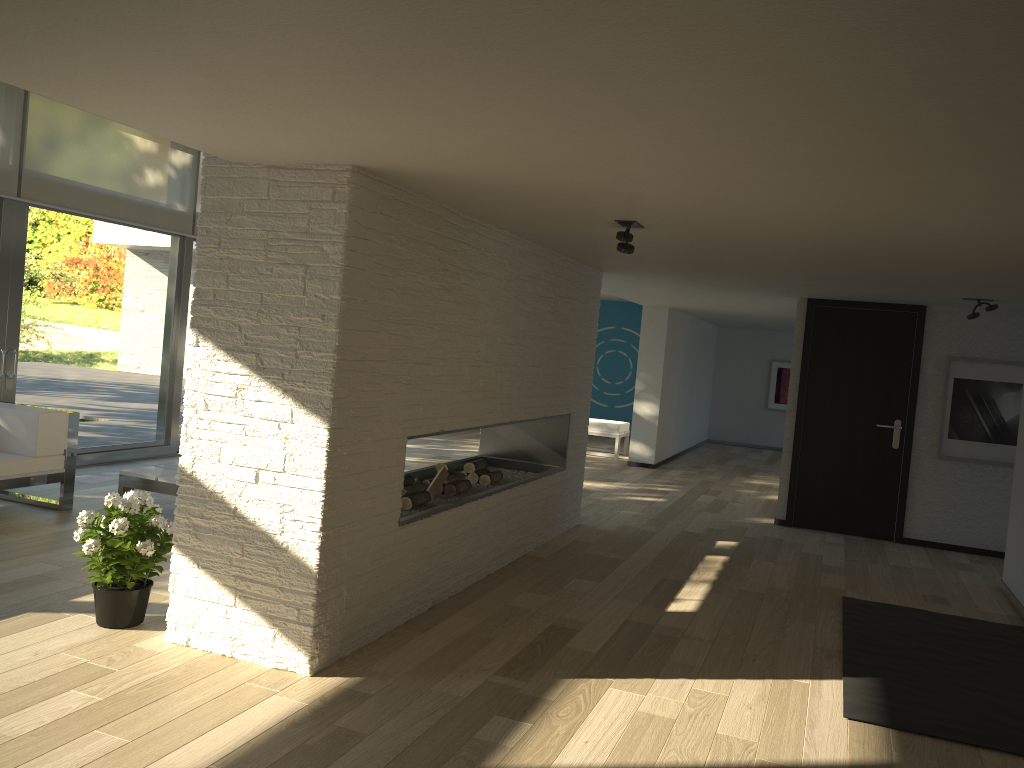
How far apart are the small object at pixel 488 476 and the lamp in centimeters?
205cm

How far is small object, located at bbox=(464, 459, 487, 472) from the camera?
5.73m

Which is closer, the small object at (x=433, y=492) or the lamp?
the lamp

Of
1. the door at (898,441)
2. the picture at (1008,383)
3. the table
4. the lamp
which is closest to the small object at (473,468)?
the table

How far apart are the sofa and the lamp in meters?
3.8

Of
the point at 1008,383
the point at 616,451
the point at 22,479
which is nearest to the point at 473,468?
the point at 22,479

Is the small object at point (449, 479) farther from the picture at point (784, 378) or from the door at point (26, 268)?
the picture at point (784, 378)

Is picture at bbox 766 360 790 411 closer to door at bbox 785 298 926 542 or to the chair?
the chair

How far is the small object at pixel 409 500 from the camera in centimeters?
466cm

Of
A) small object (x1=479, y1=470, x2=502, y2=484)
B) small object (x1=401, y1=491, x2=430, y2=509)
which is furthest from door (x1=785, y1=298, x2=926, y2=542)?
small object (x1=401, y1=491, x2=430, y2=509)
